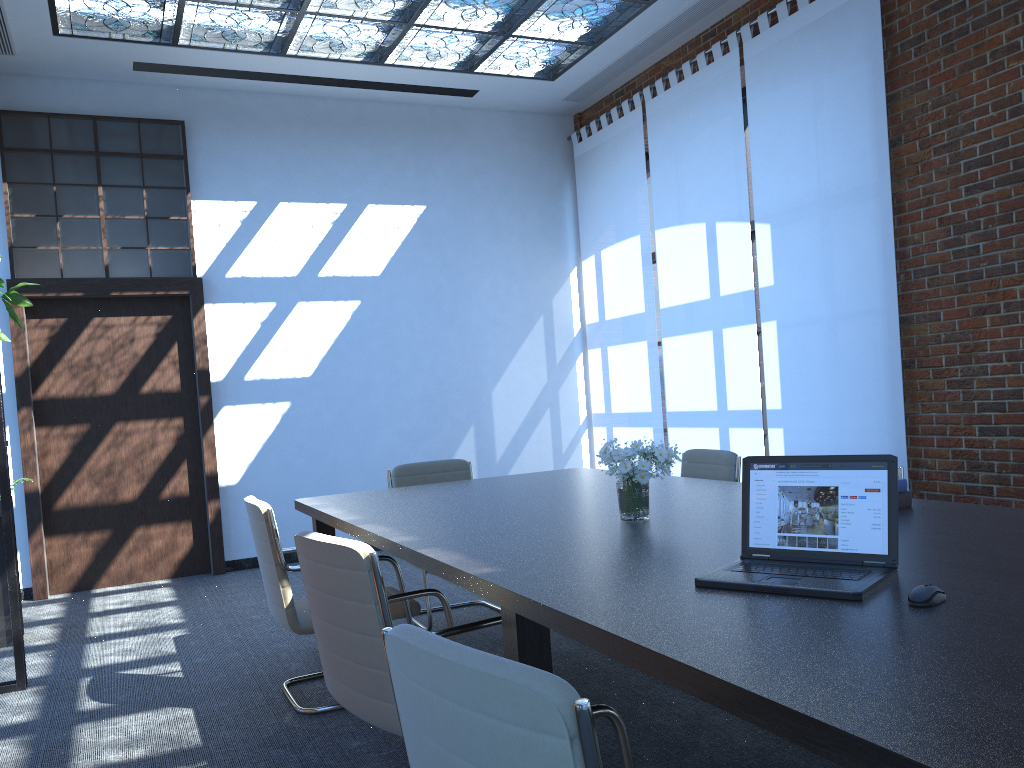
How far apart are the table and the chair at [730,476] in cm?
35

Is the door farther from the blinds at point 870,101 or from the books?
the books

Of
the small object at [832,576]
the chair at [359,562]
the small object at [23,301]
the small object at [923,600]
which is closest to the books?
the small object at [832,576]

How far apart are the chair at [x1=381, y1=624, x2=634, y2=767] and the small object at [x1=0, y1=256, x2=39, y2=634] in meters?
4.9 m

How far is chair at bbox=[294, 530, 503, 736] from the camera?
2.4m

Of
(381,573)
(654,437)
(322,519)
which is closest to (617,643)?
(381,573)

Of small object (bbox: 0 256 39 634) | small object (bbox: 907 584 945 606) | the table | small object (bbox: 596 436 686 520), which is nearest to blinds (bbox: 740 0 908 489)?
the table

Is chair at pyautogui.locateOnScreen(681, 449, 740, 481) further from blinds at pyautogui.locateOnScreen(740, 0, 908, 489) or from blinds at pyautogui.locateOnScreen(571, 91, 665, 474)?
blinds at pyautogui.locateOnScreen(571, 91, 665, 474)

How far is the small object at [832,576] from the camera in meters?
2.0 m

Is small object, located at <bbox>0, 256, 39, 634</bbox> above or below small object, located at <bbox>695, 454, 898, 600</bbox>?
above
